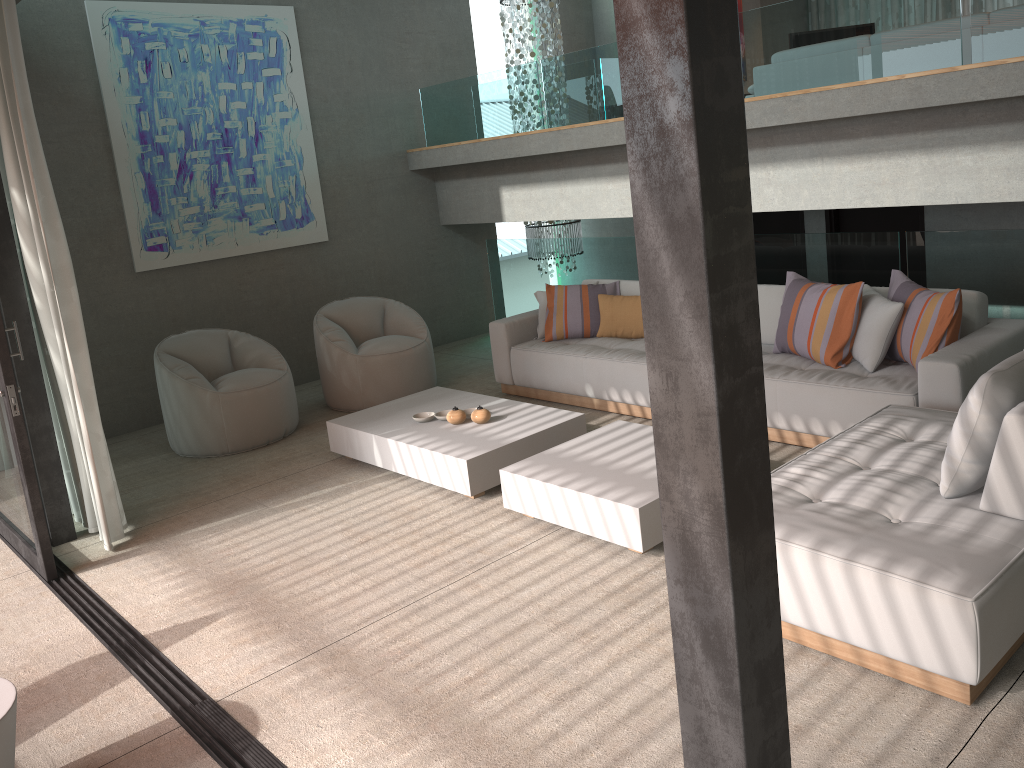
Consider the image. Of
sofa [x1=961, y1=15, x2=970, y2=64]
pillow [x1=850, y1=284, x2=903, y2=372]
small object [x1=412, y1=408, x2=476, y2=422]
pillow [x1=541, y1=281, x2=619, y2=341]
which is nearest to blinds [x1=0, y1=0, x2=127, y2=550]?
small object [x1=412, y1=408, x2=476, y2=422]

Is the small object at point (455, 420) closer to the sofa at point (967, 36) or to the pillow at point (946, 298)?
the pillow at point (946, 298)

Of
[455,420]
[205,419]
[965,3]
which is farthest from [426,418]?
[965,3]

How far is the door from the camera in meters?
7.1

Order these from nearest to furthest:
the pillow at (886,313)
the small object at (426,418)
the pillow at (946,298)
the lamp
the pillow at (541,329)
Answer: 1. the pillow at (946,298)
2. the pillow at (886,313)
3. the small object at (426,418)
4. the pillow at (541,329)
5. the lamp

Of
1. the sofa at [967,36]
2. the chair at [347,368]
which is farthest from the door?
the chair at [347,368]

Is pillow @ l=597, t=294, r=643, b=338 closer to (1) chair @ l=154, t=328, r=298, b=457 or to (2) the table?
(1) chair @ l=154, t=328, r=298, b=457

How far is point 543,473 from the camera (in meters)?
4.32

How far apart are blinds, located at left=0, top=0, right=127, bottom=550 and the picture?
2.11m

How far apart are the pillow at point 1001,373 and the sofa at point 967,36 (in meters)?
4.11
